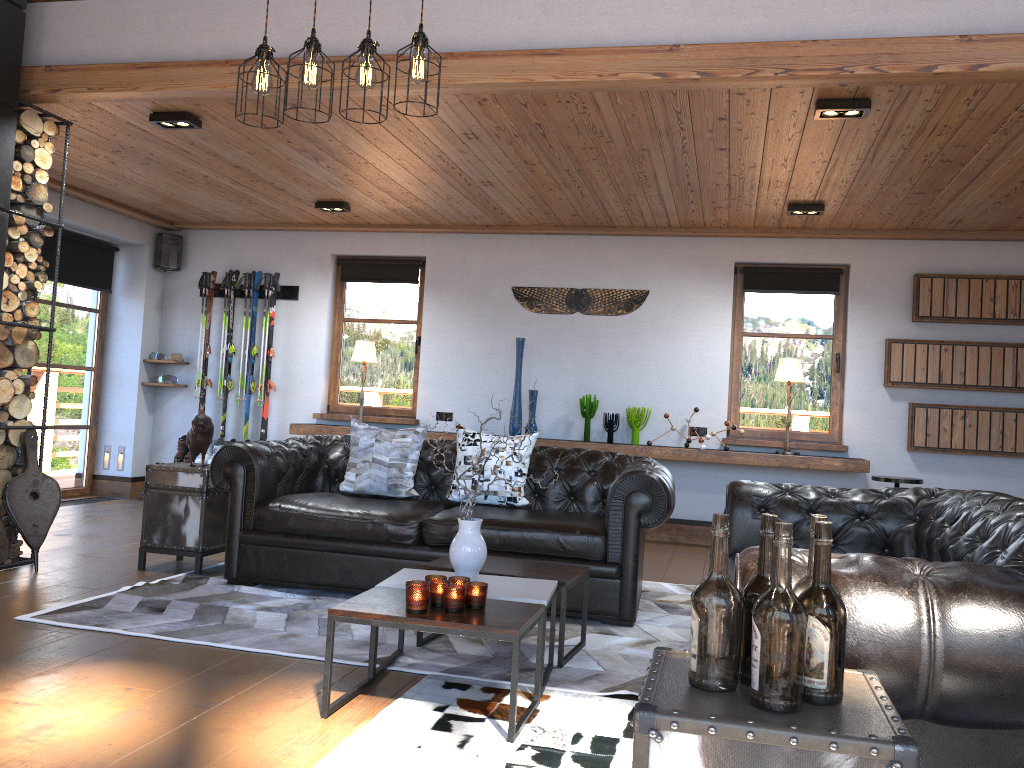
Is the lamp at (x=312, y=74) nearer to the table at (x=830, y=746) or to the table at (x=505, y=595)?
the table at (x=505, y=595)

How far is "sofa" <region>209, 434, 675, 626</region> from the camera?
4.4 meters

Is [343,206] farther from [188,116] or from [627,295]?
[627,295]

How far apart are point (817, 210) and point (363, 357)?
4.1 meters

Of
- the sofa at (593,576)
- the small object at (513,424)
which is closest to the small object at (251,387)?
the small object at (513,424)

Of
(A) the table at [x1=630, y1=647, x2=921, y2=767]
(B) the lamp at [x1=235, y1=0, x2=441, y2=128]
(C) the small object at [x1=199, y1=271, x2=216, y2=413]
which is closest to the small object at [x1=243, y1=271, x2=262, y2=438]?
(C) the small object at [x1=199, y1=271, x2=216, y2=413]

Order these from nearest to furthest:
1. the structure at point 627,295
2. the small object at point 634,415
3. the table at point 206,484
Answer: the table at point 206,484, the small object at point 634,415, the structure at point 627,295

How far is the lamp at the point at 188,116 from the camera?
5.2m

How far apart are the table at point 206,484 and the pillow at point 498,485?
1.36m

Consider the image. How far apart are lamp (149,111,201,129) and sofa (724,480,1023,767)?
3.7 meters
